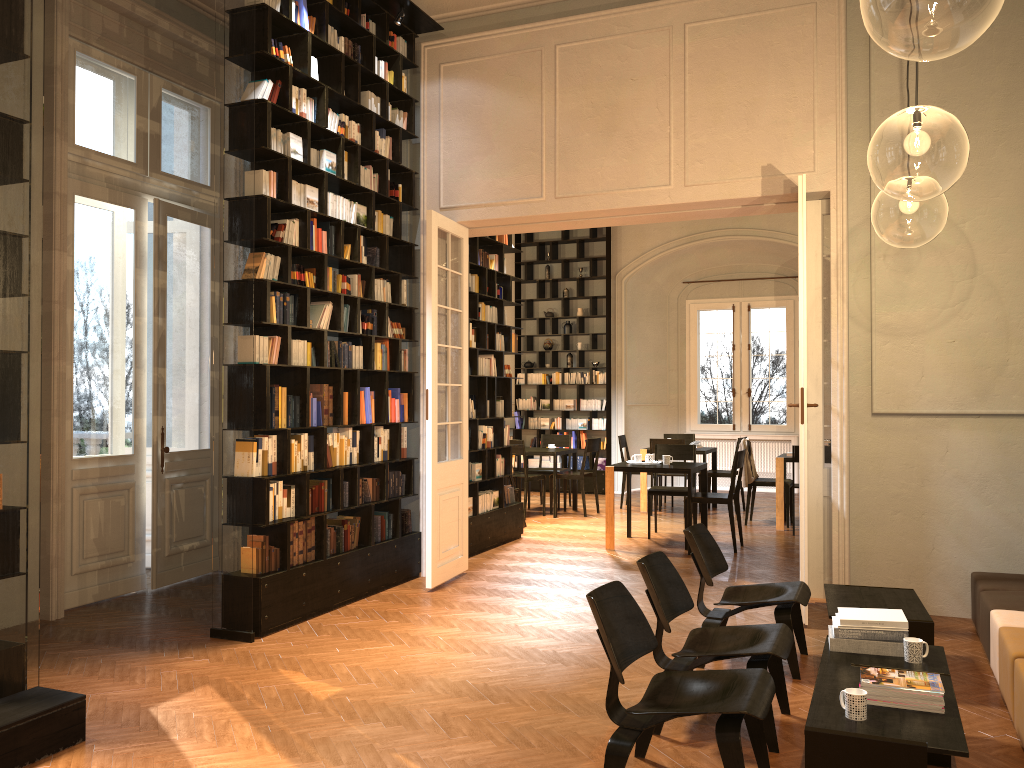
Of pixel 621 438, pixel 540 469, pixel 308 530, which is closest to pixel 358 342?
pixel 308 530

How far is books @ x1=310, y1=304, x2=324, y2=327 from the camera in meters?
6.8

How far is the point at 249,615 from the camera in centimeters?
593cm

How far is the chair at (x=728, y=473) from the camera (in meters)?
12.47

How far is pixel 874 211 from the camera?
12.03m

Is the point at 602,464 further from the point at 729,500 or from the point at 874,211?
the point at 874,211

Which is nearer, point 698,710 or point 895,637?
point 698,710

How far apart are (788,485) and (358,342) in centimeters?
629cm

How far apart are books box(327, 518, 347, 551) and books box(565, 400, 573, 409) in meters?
→ 8.5 m

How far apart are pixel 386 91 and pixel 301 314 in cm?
230
